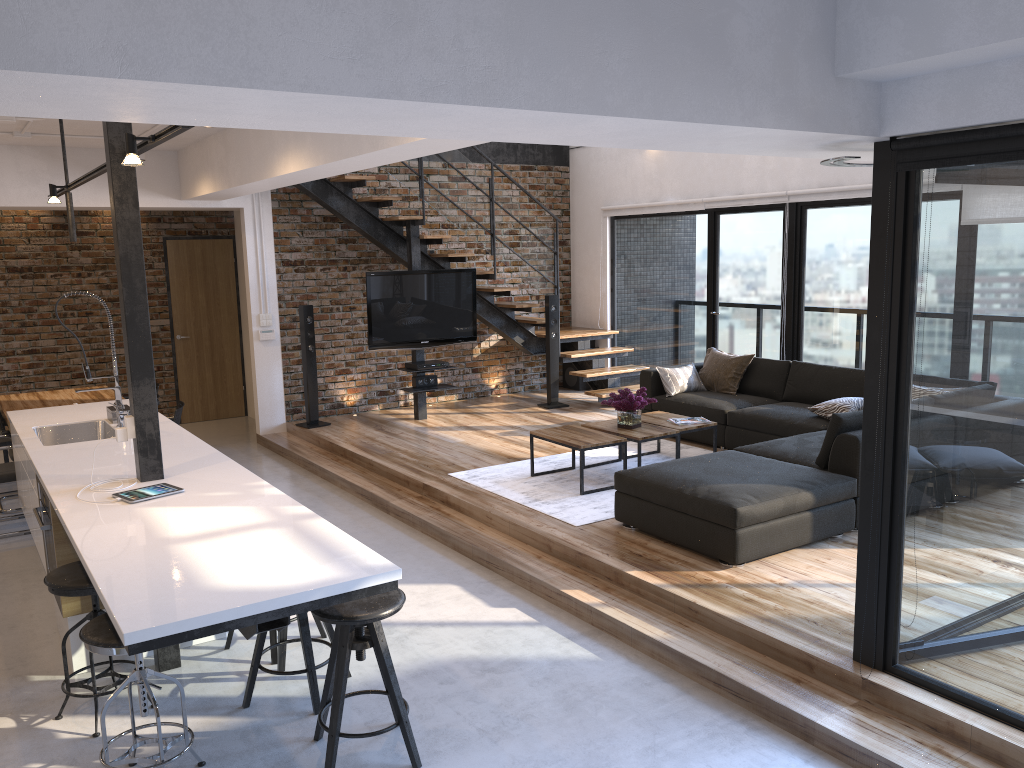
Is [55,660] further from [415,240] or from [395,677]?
[415,240]

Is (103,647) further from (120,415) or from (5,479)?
(5,479)

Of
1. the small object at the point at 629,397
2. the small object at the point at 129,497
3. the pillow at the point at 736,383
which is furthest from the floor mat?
the small object at the point at 129,497

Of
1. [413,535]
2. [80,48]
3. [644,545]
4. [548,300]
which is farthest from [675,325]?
[80,48]

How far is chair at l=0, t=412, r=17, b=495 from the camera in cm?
726

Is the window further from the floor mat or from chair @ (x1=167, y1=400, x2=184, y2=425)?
chair @ (x1=167, y1=400, x2=184, y2=425)

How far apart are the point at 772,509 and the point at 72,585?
3.4m

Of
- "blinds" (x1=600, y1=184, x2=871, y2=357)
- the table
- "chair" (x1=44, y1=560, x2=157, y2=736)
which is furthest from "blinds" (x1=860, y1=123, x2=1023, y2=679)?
"blinds" (x1=600, y1=184, x2=871, y2=357)

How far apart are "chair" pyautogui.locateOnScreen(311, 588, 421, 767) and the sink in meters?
2.7

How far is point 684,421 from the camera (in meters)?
6.76
